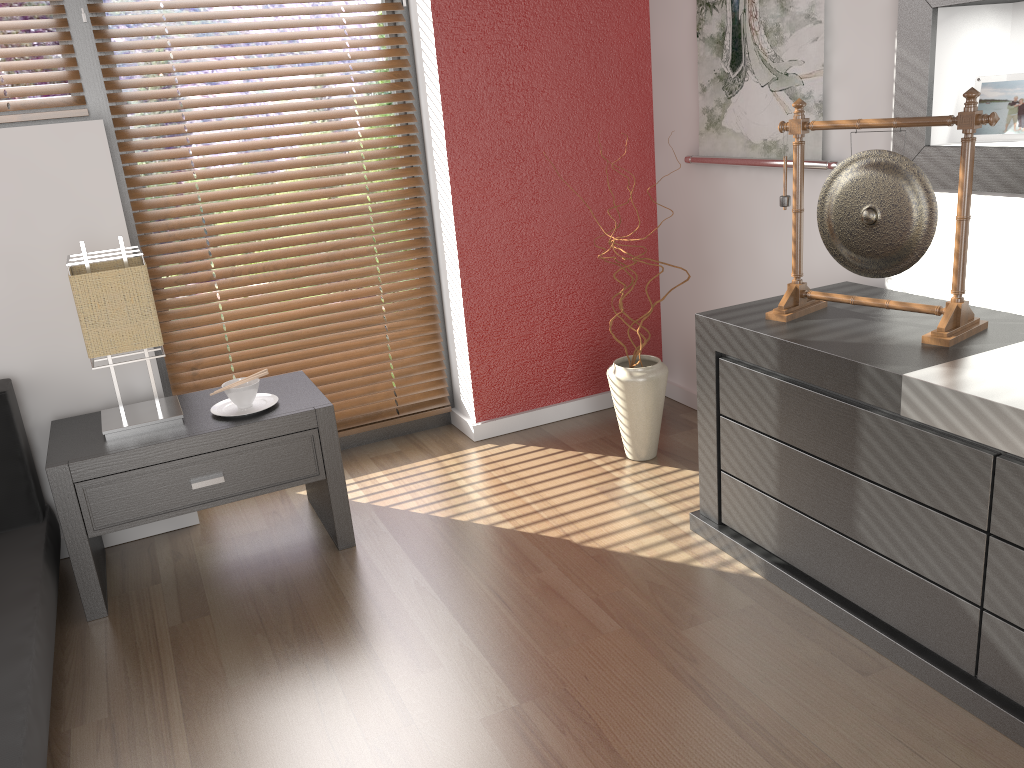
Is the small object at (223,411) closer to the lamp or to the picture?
the lamp

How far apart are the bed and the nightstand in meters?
0.1

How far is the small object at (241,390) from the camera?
2.35m

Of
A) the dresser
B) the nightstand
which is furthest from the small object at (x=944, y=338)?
the nightstand

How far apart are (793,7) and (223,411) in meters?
1.9

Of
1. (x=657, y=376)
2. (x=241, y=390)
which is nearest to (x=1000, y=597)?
(x=657, y=376)

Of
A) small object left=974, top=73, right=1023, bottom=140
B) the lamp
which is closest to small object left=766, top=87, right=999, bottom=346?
small object left=974, top=73, right=1023, bottom=140

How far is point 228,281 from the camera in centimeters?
288cm

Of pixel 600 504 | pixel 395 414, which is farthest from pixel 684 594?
pixel 395 414

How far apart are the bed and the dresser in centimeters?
157cm
